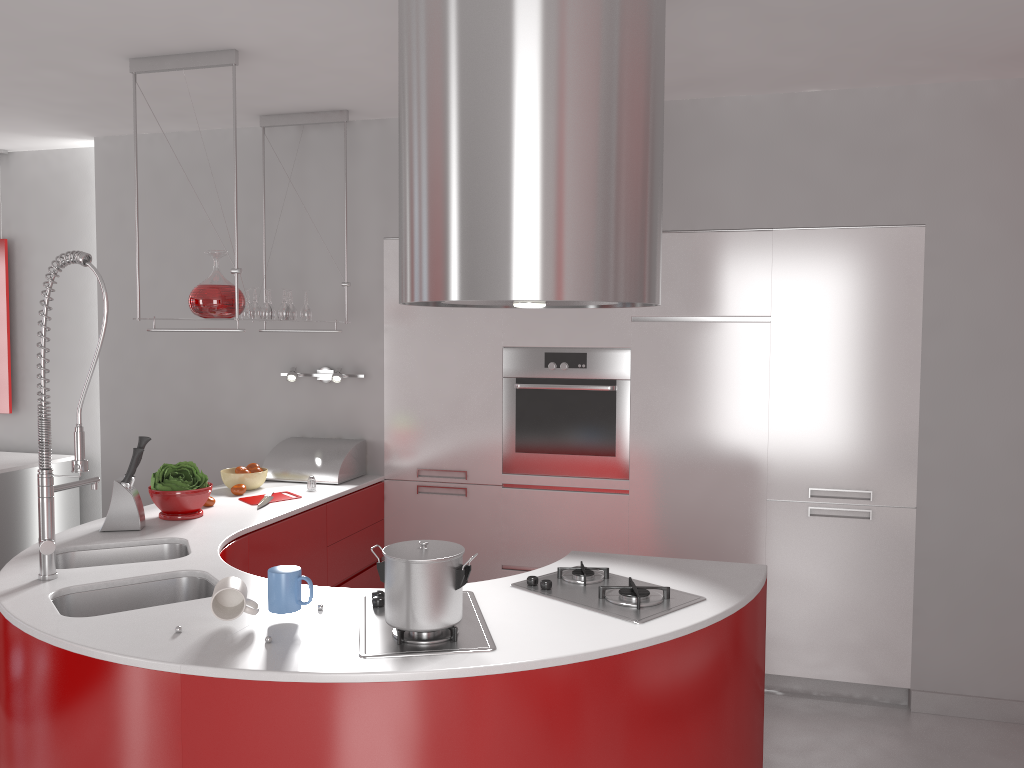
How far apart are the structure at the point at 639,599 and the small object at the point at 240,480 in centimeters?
181cm

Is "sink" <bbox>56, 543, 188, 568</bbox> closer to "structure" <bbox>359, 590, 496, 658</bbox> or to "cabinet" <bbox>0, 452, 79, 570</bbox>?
"structure" <bbox>359, 590, 496, 658</bbox>

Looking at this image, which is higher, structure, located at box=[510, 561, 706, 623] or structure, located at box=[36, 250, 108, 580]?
structure, located at box=[36, 250, 108, 580]

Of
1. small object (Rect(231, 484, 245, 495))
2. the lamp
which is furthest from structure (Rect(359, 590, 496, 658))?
the lamp

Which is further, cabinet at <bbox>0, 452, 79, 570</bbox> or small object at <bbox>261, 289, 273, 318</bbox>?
cabinet at <bbox>0, 452, 79, 570</bbox>

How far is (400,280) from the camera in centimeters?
212cm

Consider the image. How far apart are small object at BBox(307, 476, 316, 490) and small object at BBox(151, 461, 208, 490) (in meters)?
0.59

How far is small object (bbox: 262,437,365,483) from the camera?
4.1 meters

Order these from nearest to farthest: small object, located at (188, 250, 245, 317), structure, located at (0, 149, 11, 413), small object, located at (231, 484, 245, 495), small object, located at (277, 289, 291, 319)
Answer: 1. small object, located at (188, 250, 245, 317)
2. small object, located at (231, 484, 245, 495)
3. small object, located at (277, 289, 291, 319)
4. structure, located at (0, 149, 11, 413)

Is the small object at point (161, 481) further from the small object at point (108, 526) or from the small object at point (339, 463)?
the small object at point (339, 463)
